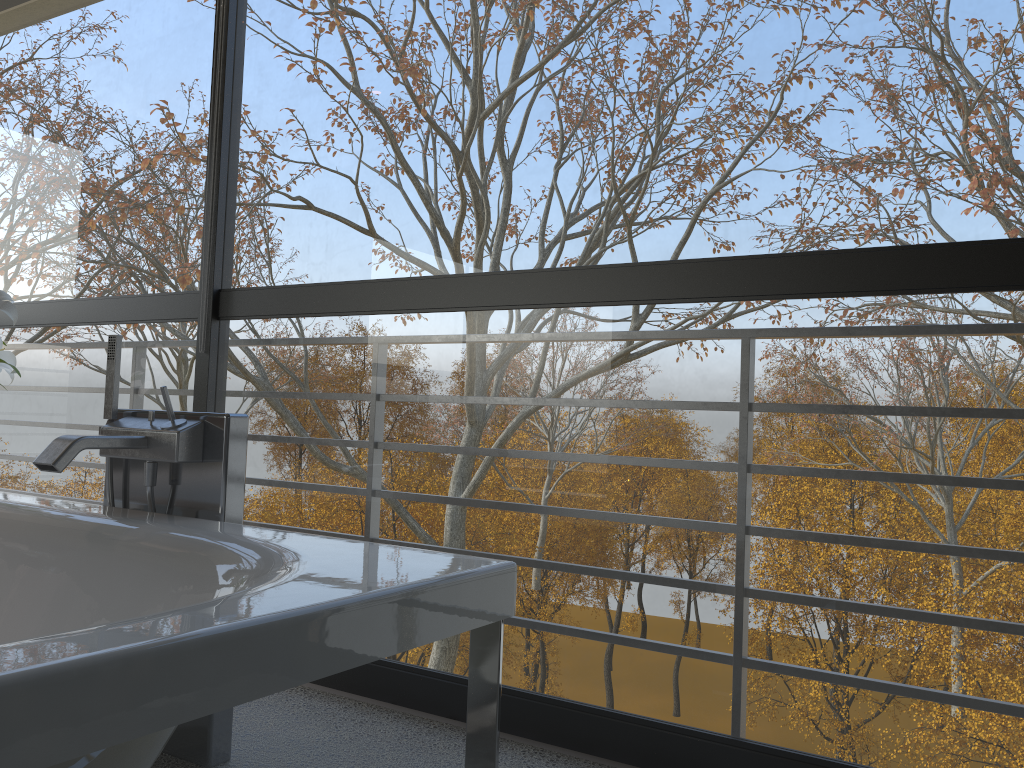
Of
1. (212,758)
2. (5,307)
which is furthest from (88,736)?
(5,307)

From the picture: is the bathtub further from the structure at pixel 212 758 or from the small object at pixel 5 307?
the small object at pixel 5 307

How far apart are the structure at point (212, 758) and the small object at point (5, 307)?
0.9 meters

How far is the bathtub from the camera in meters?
0.8 m

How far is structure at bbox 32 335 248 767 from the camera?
1.8 meters

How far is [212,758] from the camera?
1.80m

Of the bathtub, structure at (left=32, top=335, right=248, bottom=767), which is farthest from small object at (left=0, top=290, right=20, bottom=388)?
structure at (left=32, top=335, right=248, bottom=767)

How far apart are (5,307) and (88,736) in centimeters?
224cm

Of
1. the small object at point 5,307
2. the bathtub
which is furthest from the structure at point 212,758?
the small object at point 5,307

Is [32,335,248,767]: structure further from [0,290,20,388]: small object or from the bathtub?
[0,290,20,388]: small object
